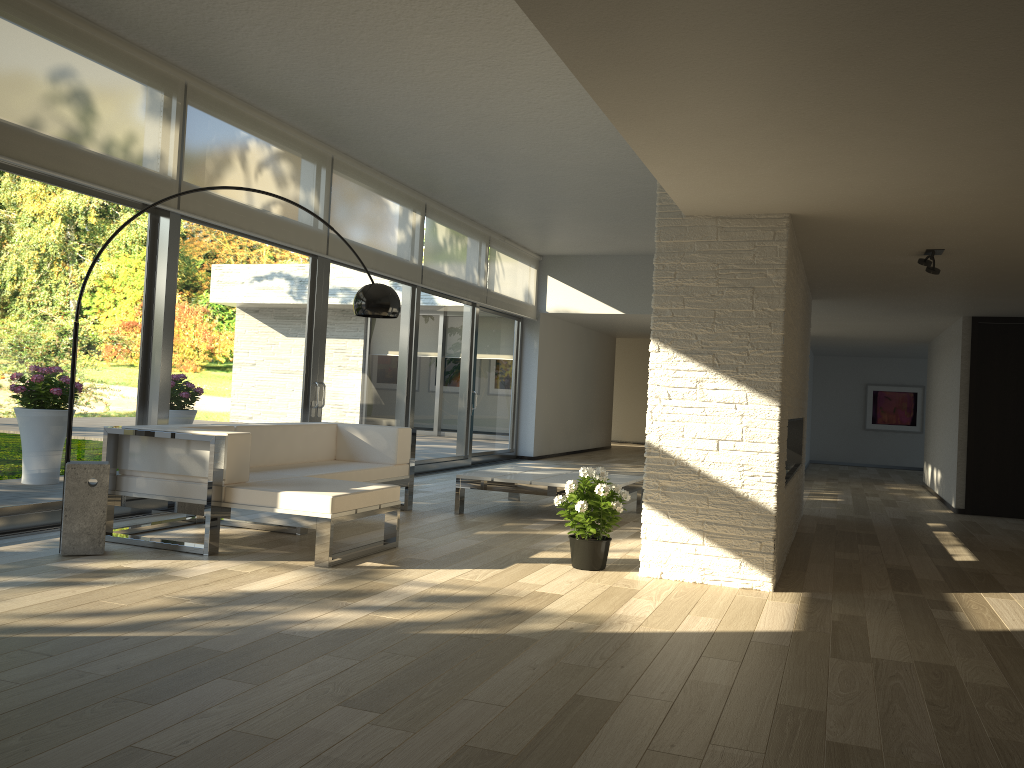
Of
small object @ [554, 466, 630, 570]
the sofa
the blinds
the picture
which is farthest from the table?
the picture

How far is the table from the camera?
6.6 meters

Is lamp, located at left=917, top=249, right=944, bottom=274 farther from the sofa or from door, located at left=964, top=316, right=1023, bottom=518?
door, located at left=964, top=316, right=1023, bottom=518

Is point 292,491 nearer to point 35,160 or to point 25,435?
point 25,435

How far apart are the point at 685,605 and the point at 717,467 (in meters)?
0.83

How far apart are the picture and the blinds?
6.7m

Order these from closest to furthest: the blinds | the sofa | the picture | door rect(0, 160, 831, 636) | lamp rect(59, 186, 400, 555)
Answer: lamp rect(59, 186, 400, 555)
the sofa
the blinds
door rect(0, 160, 831, 636)
the picture

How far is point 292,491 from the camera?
4.72m

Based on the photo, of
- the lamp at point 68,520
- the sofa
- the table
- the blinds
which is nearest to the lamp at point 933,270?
the table

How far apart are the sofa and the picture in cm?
1133
